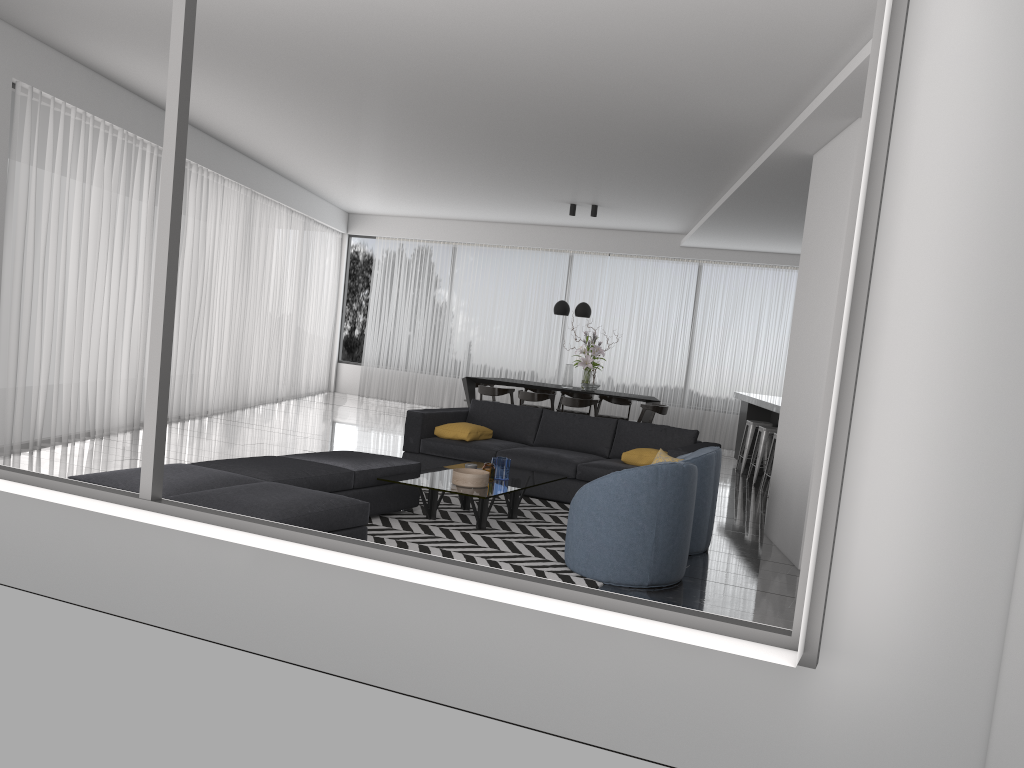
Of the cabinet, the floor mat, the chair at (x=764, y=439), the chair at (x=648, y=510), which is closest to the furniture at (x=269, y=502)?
the floor mat

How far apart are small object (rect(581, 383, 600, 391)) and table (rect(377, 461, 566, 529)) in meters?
4.8 m

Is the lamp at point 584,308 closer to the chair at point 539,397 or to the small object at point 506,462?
the chair at point 539,397

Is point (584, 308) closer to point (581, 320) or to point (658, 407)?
point (658, 407)

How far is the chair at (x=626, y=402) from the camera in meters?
12.3

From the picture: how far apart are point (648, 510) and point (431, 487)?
1.6 meters

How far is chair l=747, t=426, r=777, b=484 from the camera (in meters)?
9.47

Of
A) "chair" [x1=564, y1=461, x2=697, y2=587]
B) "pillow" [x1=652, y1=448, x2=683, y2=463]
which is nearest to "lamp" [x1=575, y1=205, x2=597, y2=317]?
"pillow" [x1=652, y1=448, x2=683, y2=463]

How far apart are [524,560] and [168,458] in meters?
4.0 m

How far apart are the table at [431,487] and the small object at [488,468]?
0.1 meters
